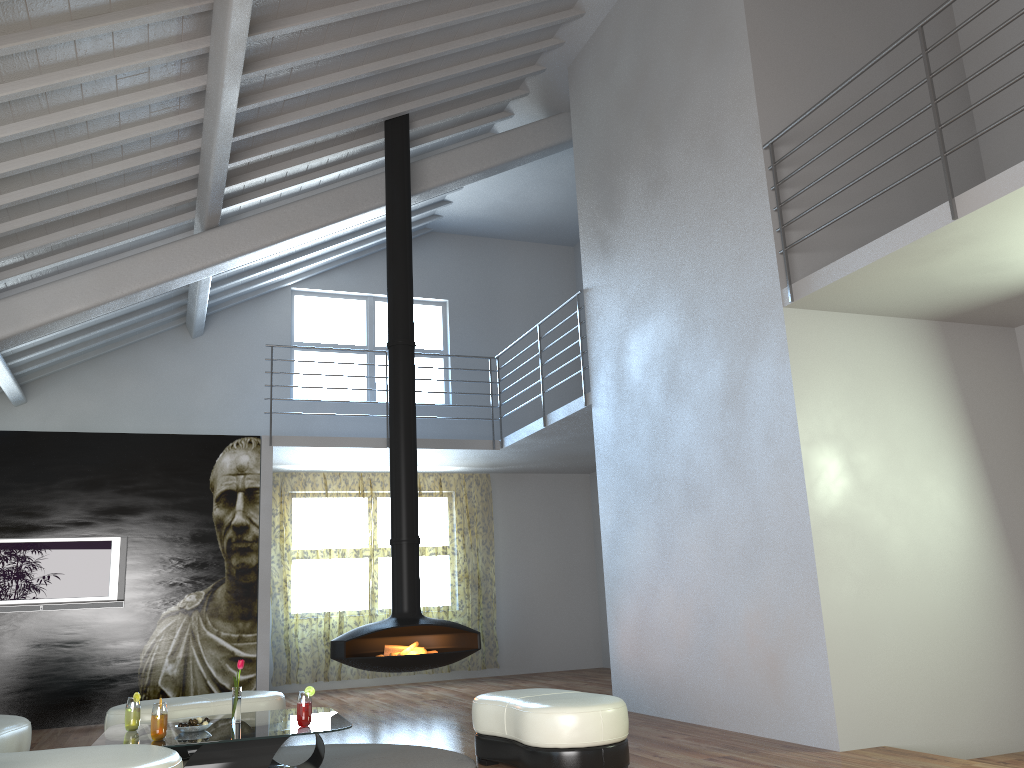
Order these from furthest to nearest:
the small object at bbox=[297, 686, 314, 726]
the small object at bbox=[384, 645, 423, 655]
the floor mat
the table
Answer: the small object at bbox=[384, 645, 423, 655] < the floor mat < the small object at bbox=[297, 686, 314, 726] < the table

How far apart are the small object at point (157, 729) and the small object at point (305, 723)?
0.63m

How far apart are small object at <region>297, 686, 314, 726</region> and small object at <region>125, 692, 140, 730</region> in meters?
0.9 m

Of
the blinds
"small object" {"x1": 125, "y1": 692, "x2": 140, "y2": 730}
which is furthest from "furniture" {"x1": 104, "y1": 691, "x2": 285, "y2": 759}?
the blinds

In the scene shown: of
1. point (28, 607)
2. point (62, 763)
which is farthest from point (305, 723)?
point (28, 607)

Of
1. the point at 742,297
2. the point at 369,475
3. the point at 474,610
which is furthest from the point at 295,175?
the point at 474,610

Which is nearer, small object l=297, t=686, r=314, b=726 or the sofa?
the sofa

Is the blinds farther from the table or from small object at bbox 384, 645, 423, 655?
the table

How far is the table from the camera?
4.1 meters

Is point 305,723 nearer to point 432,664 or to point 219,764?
Answer: point 219,764
